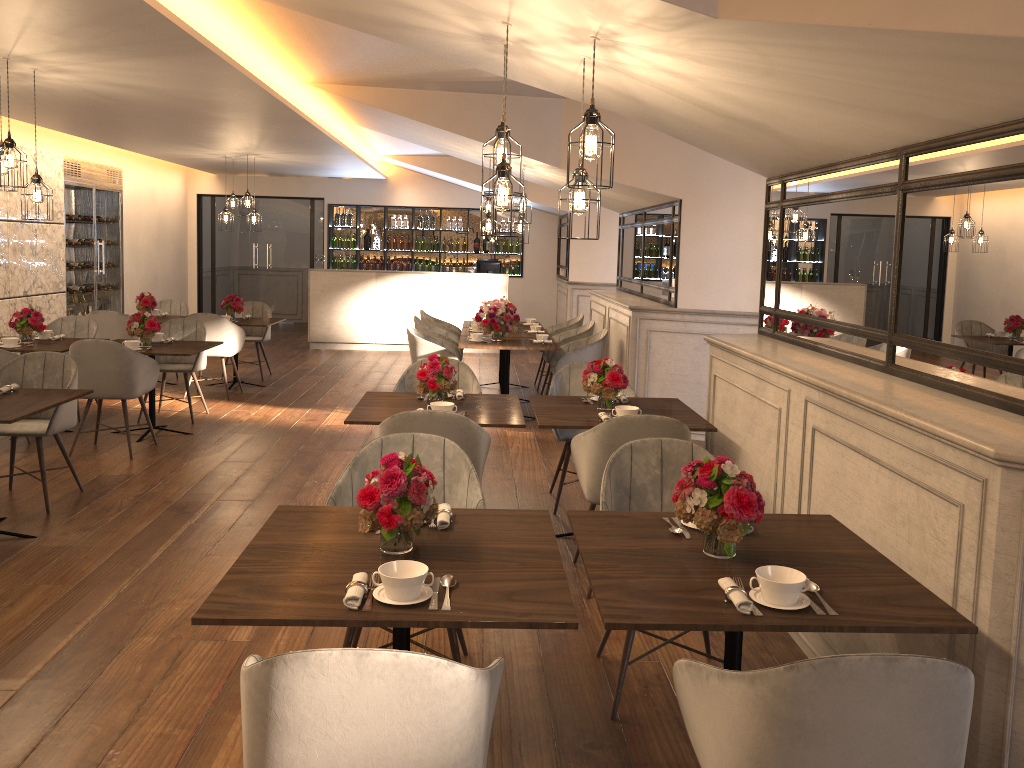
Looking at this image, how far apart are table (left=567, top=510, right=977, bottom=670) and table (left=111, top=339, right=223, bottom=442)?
4.7m

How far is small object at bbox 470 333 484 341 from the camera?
8.1m

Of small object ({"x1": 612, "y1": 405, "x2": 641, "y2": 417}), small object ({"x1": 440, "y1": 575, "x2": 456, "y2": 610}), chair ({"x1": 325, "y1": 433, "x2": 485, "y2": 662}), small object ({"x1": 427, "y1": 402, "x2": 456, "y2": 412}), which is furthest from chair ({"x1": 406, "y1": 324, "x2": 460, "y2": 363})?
small object ({"x1": 440, "y1": 575, "x2": 456, "y2": 610})

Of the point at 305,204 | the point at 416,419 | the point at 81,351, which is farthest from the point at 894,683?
the point at 305,204

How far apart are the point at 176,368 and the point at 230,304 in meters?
1.9

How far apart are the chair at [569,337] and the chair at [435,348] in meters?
1.0

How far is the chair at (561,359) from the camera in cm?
793

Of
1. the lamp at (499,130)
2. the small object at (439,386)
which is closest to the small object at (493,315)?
the small object at (439,386)

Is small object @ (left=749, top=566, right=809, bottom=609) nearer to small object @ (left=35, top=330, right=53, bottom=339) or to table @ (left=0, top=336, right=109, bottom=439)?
table @ (left=0, top=336, right=109, bottom=439)

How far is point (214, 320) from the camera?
8.7m
